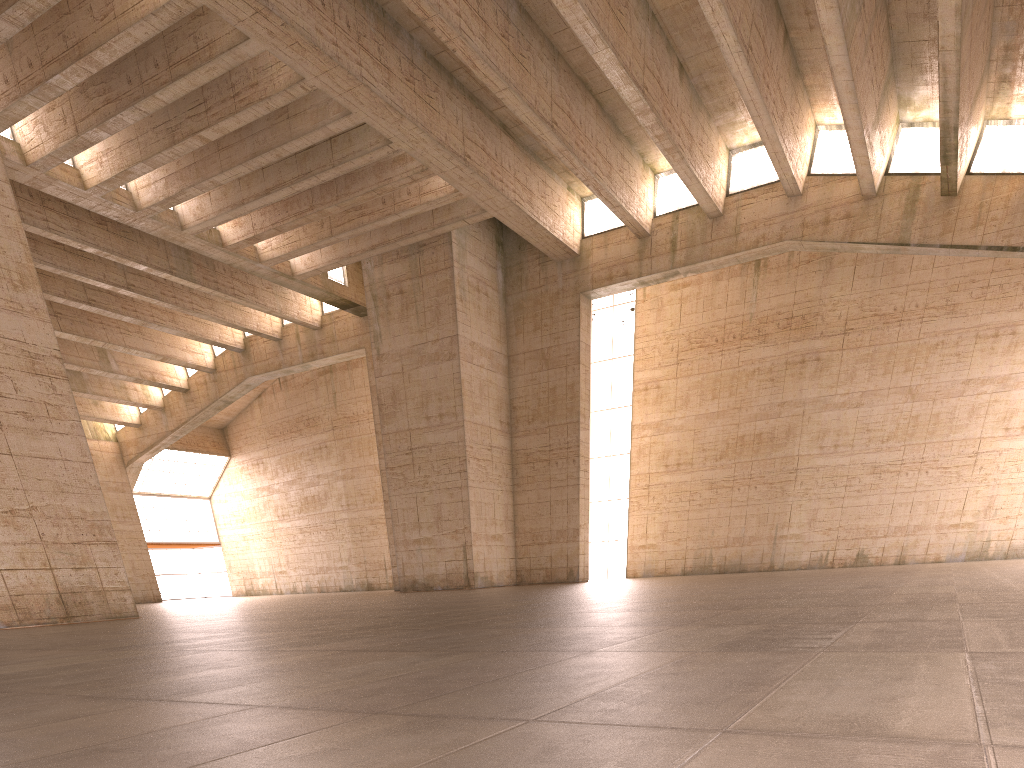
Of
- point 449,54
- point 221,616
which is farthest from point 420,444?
point 221,616

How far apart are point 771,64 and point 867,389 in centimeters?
1328cm
